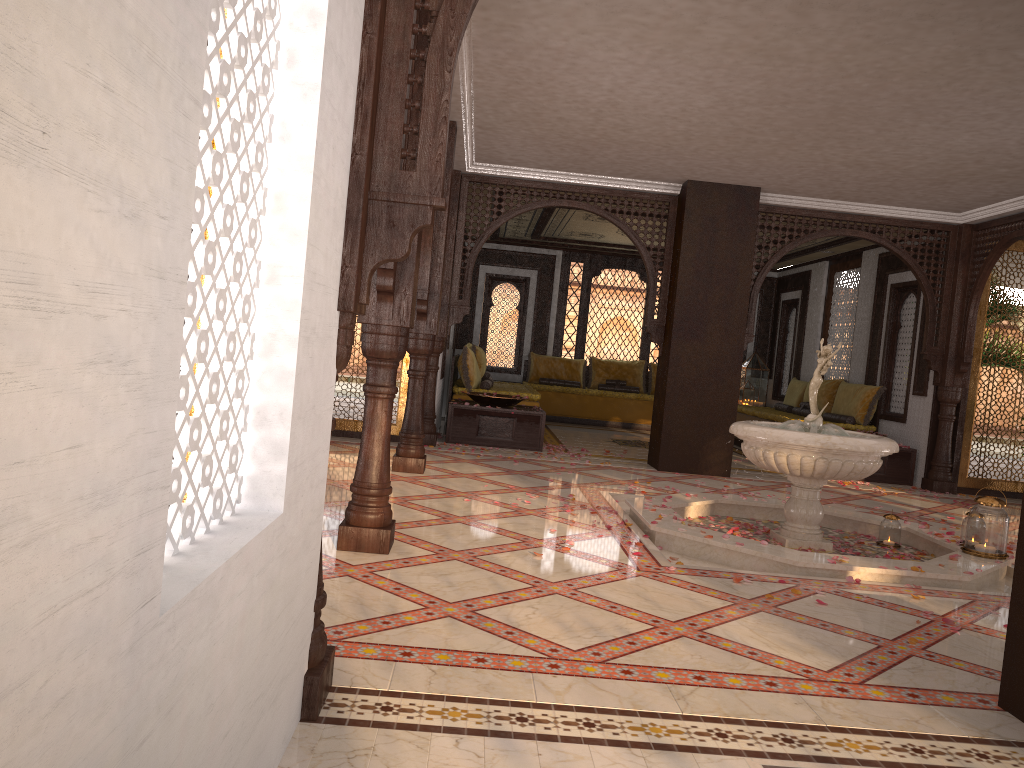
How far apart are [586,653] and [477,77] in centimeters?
425cm

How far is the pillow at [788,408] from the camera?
12.68m

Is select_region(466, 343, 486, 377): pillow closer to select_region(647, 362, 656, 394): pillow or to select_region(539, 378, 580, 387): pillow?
select_region(539, 378, 580, 387): pillow

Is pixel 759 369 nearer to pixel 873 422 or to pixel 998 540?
pixel 873 422

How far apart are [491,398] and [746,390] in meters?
6.1

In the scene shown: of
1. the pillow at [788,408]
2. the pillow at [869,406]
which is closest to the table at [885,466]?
the pillow at [869,406]

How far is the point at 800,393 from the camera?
12.7m

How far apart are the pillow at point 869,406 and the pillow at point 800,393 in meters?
1.4

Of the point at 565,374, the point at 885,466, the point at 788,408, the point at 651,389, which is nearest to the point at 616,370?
the point at 651,389

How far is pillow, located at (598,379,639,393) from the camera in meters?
14.4
